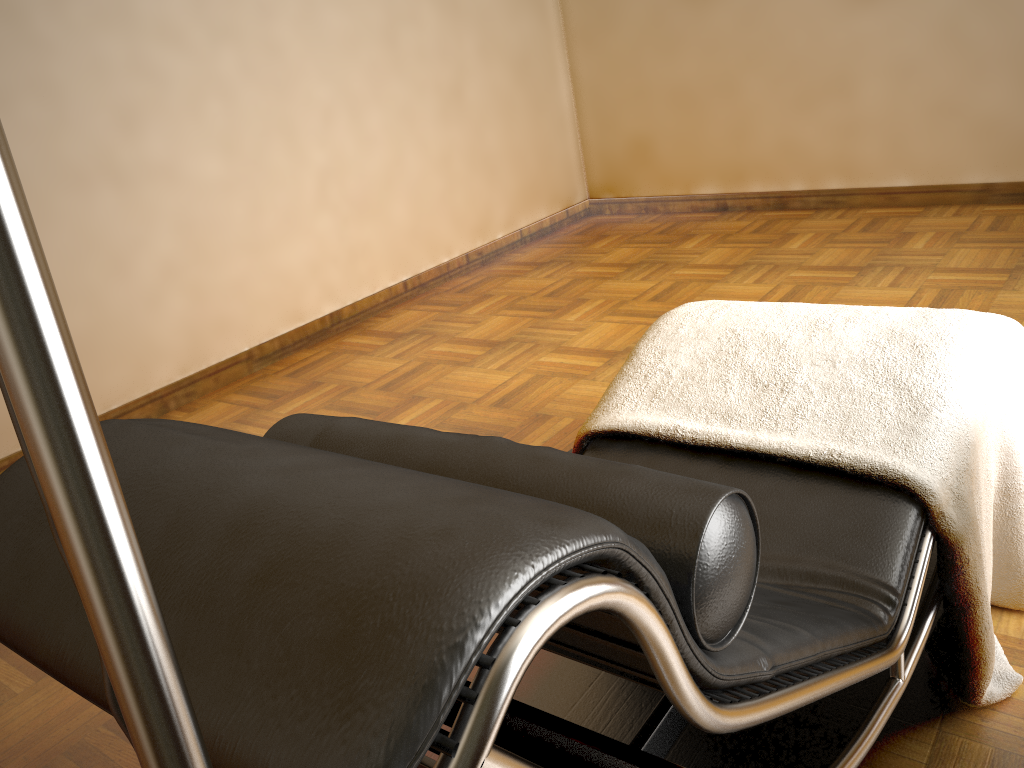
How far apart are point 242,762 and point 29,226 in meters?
0.3 m

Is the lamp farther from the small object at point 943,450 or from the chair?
the small object at point 943,450

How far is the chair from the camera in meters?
0.5

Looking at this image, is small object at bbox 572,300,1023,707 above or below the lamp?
below

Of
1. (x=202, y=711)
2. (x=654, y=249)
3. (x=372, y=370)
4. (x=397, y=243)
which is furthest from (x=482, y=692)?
(x=654, y=249)

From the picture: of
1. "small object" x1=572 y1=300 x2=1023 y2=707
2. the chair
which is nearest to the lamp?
the chair

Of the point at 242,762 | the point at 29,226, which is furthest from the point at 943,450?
the point at 29,226

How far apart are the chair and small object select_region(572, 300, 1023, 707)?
0.01m

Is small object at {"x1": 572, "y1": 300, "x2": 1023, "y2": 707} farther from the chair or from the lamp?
the lamp

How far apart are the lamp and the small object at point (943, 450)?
1.1m
